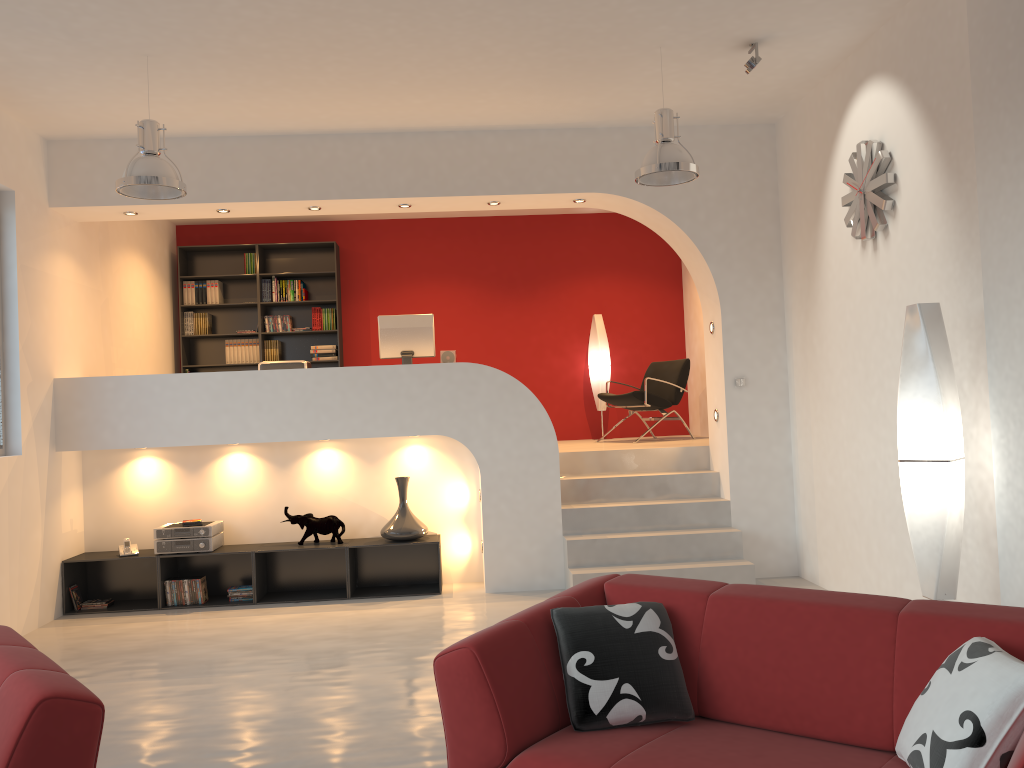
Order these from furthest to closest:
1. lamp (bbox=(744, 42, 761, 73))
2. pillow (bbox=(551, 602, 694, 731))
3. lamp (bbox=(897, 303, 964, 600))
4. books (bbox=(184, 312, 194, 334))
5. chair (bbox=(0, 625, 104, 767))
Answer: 1. books (bbox=(184, 312, 194, 334))
2. lamp (bbox=(744, 42, 761, 73))
3. lamp (bbox=(897, 303, 964, 600))
4. pillow (bbox=(551, 602, 694, 731))
5. chair (bbox=(0, 625, 104, 767))

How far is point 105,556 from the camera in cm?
664

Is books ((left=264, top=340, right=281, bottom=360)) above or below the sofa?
above

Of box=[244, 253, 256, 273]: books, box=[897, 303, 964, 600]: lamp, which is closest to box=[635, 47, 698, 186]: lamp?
box=[897, 303, 964, 600]: lamp

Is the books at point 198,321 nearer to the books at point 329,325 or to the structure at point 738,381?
the books at point 329,325

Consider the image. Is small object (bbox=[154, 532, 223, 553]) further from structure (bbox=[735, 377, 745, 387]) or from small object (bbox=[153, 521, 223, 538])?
structure (bbox=[735, 377, 745, 387])

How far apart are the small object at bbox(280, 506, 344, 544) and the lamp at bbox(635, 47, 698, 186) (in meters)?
3.42

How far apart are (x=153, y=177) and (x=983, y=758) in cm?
469

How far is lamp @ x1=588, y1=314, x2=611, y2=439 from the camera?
9.47m

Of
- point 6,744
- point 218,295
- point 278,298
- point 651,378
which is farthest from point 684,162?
point 218,295
